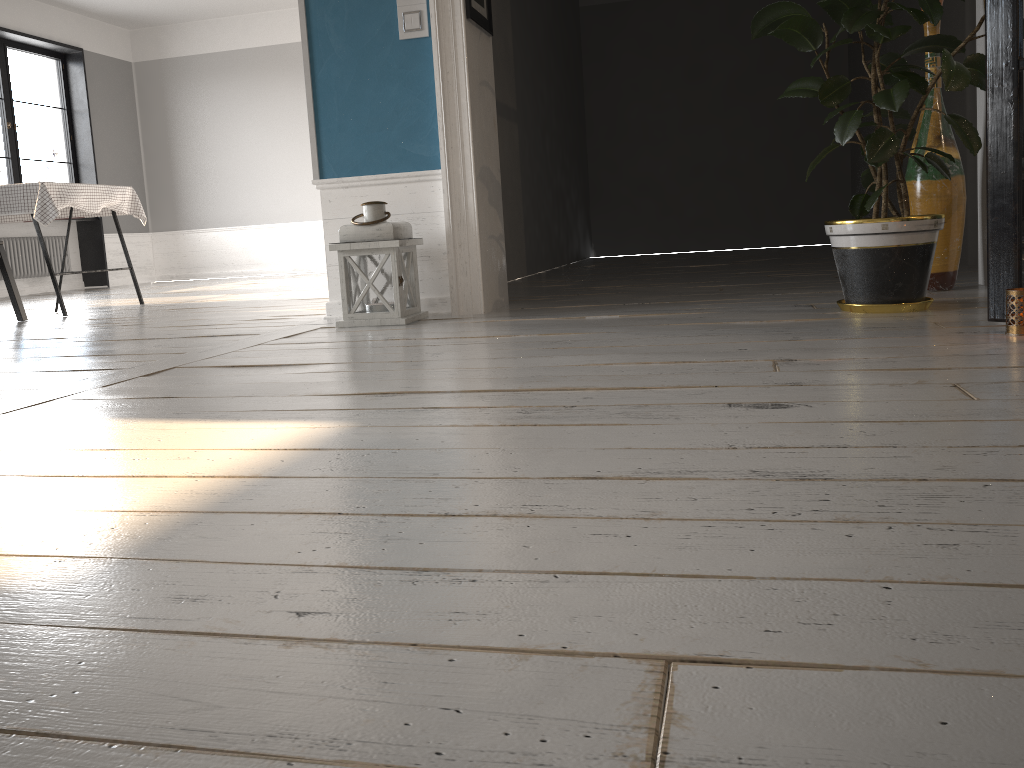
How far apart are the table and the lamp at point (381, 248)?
2.5m

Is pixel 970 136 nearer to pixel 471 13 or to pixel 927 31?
pixel 927 31

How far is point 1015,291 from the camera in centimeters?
212cm

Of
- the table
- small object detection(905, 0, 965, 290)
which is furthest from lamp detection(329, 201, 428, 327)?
the table

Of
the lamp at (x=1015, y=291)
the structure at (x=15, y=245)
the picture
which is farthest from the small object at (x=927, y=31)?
the structure at (x=15, y=245)

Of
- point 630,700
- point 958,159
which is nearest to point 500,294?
point 958,159

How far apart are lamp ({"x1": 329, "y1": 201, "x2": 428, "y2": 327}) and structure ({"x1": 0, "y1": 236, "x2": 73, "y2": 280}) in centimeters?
686cm

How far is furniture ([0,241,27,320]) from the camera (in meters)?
4.92

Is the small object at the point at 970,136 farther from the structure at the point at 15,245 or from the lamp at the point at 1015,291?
the structure at the point at 15,245

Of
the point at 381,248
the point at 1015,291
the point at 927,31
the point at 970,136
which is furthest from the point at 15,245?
the point at 1015,291
